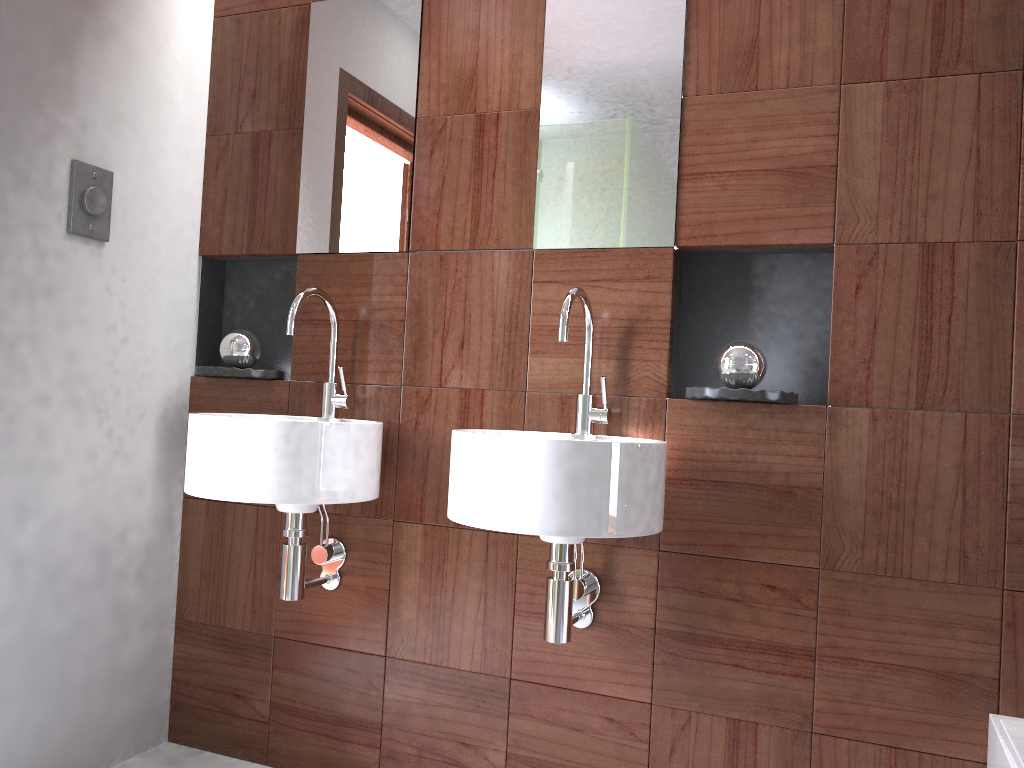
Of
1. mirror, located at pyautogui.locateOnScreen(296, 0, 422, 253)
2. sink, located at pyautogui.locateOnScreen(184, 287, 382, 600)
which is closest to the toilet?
sink, located at pyautogui.locateOnScreen(184, 287, 382, 600)

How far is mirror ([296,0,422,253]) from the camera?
2.12m

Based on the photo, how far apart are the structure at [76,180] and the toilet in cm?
204

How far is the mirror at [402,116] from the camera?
2.1 meters

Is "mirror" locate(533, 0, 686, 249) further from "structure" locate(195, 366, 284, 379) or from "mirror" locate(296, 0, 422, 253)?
"structure" locate(195, 366, 284, 379)

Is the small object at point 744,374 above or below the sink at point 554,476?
above

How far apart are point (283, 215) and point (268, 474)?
0.8m

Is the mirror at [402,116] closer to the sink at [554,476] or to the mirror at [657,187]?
the mirror at [657,187]

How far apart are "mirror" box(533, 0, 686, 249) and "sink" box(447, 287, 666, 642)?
0.2 meters

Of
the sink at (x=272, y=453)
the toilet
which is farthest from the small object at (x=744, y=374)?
the toilet
